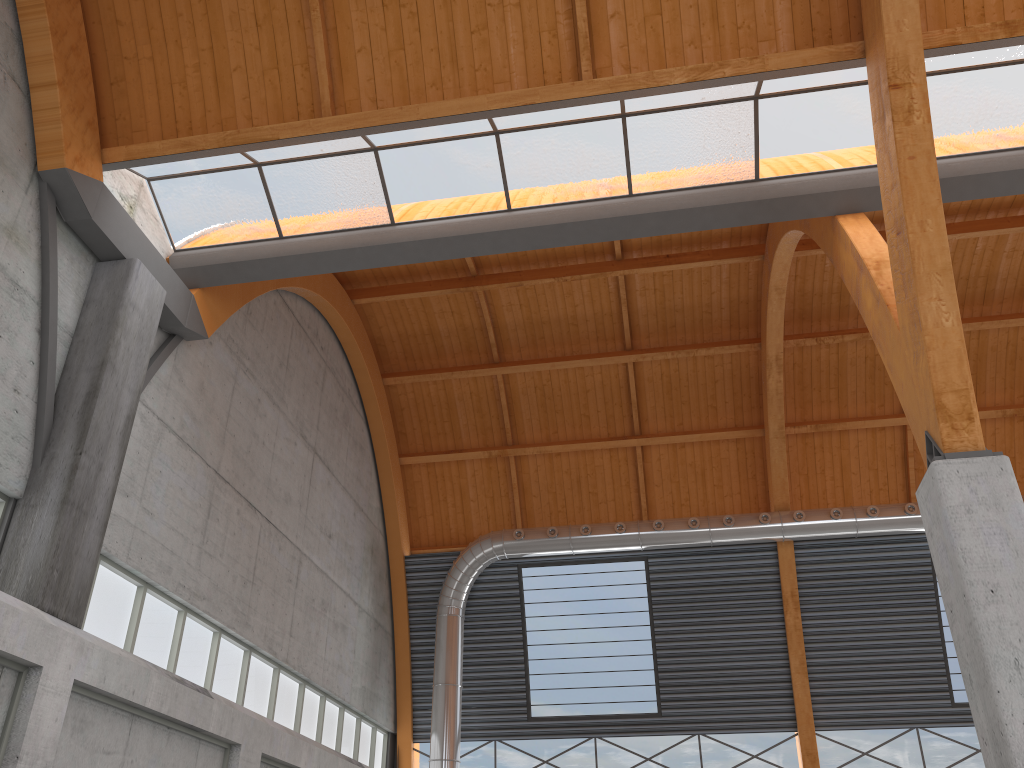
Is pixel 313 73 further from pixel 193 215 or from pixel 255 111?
pixel 193 215

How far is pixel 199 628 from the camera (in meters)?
23.64

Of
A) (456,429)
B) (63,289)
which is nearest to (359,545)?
(456,429)
